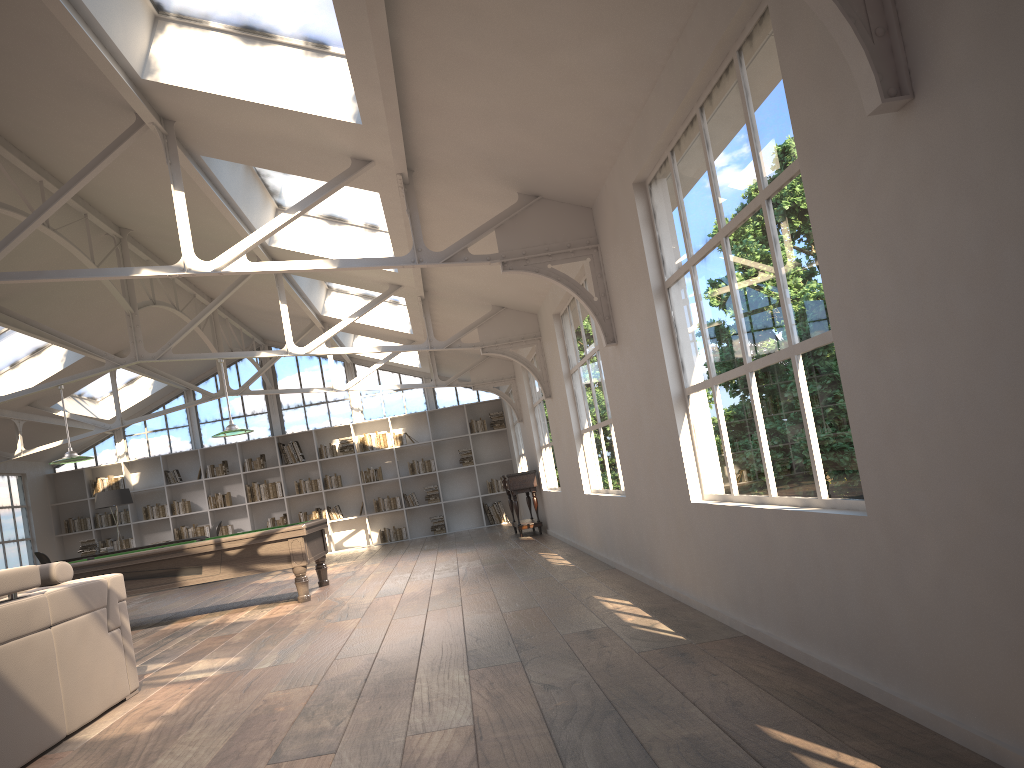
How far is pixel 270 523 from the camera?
16.1m

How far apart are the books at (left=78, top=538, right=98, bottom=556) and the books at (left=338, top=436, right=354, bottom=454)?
4.4 meters

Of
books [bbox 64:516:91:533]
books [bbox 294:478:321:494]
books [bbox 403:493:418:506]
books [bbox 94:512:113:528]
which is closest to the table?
books [bbox 403:493:418:506]

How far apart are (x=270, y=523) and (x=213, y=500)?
1.12m

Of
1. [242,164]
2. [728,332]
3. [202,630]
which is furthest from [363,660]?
[242,164]

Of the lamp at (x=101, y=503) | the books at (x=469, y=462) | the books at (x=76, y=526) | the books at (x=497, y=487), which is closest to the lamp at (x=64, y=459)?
the lamp at (x=101, y=503)

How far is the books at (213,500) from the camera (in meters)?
16.10

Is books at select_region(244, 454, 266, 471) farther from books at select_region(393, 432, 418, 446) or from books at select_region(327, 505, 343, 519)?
books at select_region(393, 432, 418, 446)

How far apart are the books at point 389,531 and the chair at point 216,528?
2.96m

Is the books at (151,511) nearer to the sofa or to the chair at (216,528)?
the chair at (216,528)
